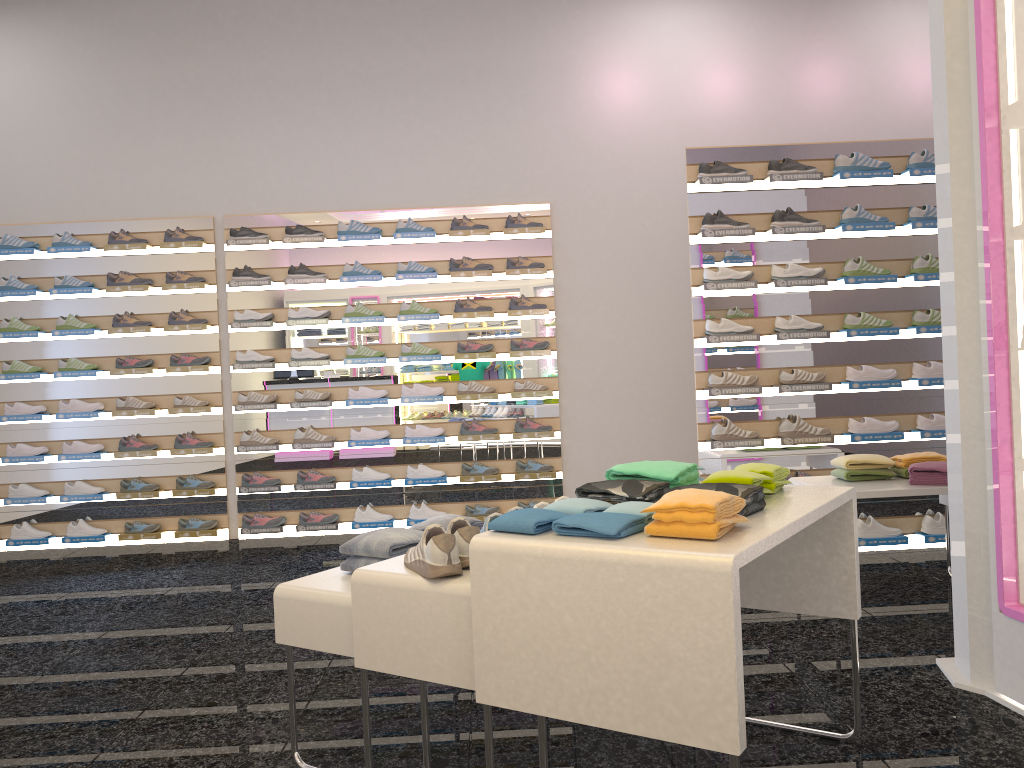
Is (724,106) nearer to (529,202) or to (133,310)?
(529,202)

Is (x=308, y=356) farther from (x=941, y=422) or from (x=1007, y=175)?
(x=1007, y=175)

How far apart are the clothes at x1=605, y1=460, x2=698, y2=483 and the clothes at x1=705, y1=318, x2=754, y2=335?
2.67m

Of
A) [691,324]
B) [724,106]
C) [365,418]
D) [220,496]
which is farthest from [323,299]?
[724,106]

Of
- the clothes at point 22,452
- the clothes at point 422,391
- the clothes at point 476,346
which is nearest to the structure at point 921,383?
the clothes at point 476,346

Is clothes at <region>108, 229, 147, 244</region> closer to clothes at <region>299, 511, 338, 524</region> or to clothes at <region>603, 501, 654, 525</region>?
clothes at <region>299, 511, 338, 524</region>

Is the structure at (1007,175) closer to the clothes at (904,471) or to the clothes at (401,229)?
the clothes at (904,471)

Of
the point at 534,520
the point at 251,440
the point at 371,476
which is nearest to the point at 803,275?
the point at 371,476

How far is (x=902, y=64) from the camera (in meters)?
6.87

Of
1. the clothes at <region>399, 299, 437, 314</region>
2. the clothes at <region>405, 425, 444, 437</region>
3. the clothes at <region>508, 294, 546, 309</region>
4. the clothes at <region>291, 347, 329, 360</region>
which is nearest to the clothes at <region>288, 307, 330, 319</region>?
the clothes at <region>291, 347, 329, 360</region>
